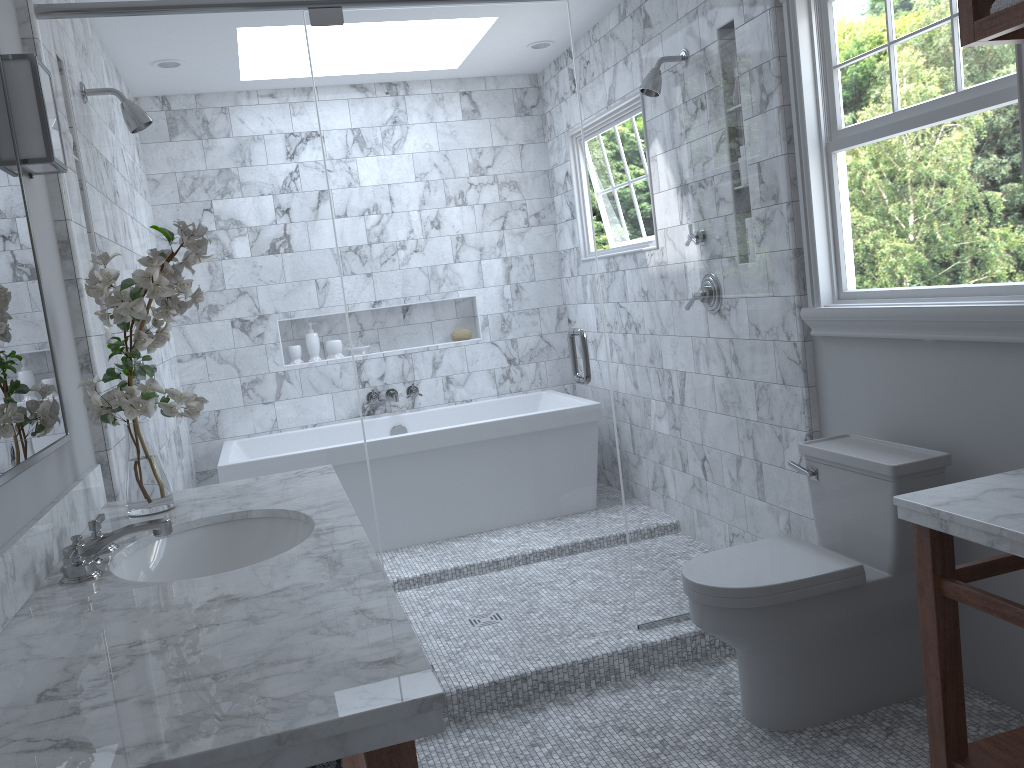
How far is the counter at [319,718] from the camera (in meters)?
1.00

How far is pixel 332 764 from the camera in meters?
2.1 m

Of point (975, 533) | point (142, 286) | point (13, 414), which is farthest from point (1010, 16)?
point (13, 414)

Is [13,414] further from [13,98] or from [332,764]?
[332,764]

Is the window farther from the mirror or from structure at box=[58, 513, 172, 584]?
the mirror

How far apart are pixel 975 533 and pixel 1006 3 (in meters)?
1.05

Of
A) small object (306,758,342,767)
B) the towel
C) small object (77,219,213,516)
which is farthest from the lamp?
the towel

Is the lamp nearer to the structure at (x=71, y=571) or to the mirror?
the mirror

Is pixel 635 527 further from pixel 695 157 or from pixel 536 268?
pixel 695 157

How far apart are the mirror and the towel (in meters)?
2.04
